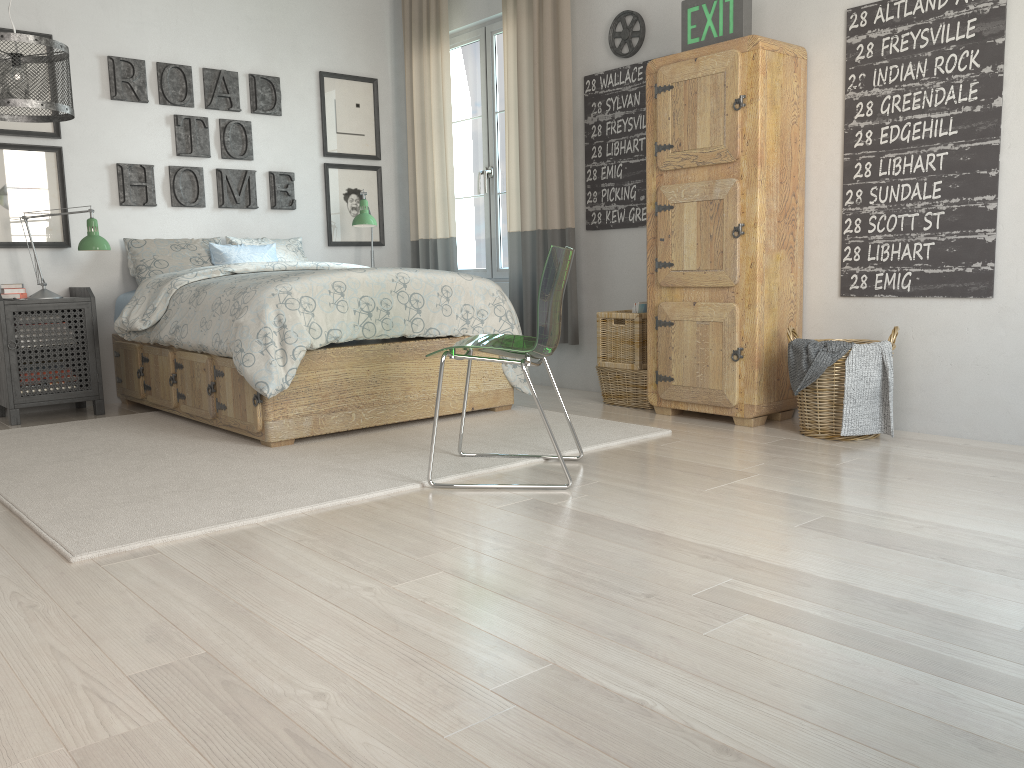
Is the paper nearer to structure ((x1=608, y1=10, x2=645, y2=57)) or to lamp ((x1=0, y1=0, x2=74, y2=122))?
structure ((x1=608, y1=10, x2=645, y2=57))

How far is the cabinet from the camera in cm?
356

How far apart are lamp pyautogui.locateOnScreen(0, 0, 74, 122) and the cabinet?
2.4 meters

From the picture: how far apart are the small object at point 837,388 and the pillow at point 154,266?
3.14m

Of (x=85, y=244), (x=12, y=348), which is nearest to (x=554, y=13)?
(x=85, y=244)

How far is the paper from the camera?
4.18m

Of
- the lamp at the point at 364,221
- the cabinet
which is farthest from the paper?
the lamp at the point at 364,221

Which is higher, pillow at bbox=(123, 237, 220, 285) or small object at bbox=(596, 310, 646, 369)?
pillow at bbox=(123, 237, 220, 285)

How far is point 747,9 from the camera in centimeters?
361cm

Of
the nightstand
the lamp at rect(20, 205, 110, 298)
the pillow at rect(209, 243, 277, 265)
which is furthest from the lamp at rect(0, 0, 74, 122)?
the pillow at rect(209, 243, 277, 265)
